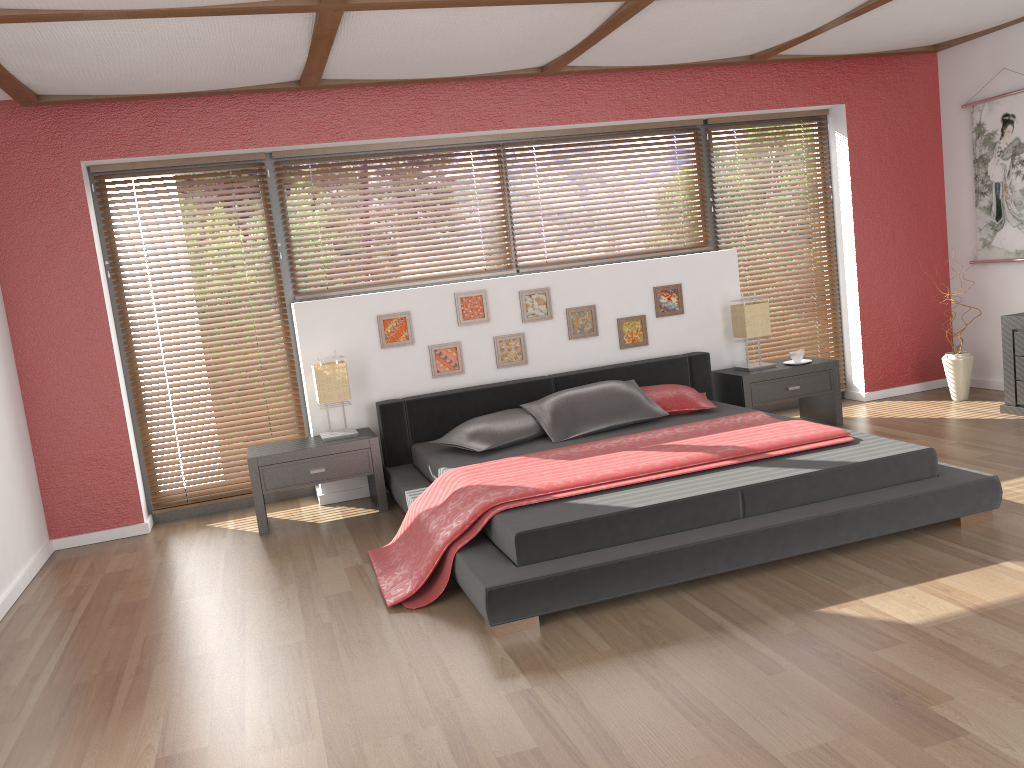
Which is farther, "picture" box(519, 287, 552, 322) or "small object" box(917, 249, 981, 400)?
"small object" box(917, 249, 981, 400)

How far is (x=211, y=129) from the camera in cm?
500

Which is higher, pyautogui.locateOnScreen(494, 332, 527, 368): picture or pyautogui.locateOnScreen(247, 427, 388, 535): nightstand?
pyautogui.locateOnScreen(494, 332, 527, 368): picture

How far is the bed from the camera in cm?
319

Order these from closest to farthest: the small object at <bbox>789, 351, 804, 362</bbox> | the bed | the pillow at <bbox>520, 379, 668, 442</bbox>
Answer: the bed → the pillow at <bbox>520, 379, 668, 442</bbox> → the small object at <bbox>789, 351, 804, 362</bbox>

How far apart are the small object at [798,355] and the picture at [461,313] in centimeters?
202cm

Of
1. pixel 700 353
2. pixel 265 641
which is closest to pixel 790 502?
pixel 265 641

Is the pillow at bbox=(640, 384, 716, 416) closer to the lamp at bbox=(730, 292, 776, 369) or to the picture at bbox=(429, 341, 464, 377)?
the lamp at bbox=(730, 292, 776, 369)

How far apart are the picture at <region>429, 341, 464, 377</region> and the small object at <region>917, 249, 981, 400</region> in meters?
3.3 m

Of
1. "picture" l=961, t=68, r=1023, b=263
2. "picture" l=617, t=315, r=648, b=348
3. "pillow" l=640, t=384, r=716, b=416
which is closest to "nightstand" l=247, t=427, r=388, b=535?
"pillow" l=640, t=384, r=716, b=416
